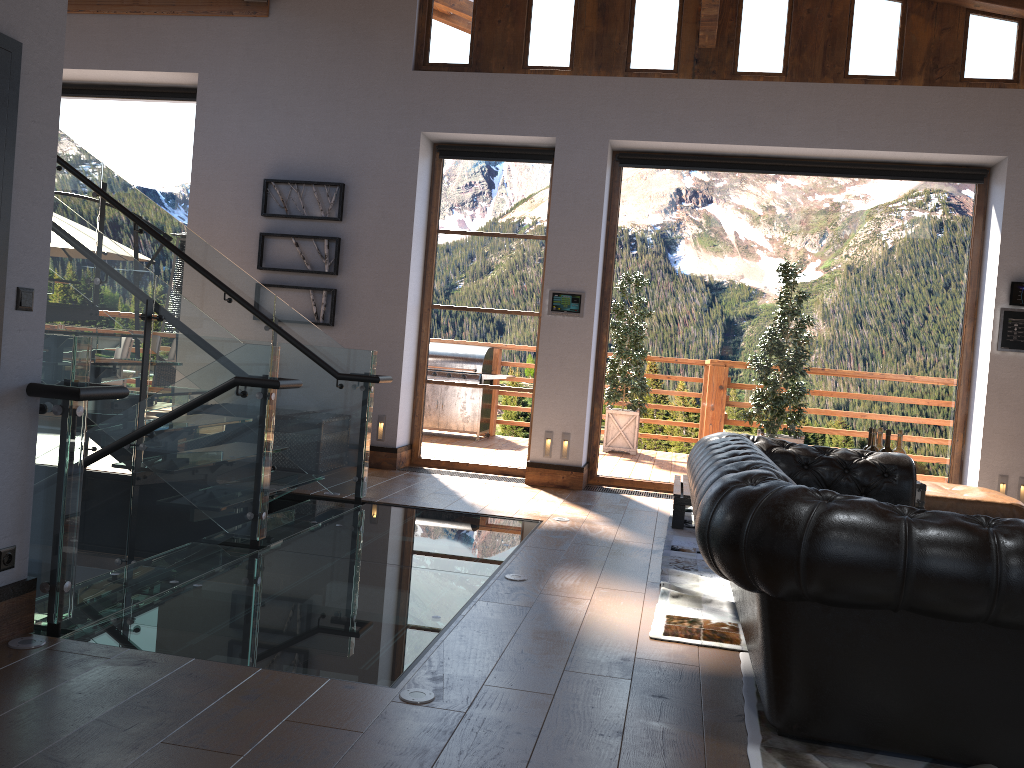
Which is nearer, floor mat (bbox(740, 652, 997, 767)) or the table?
floor mat (bbox(740, 652, 997, 767))

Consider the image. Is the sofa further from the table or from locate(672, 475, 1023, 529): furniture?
locate(672, 475, 1023, 529): furniture

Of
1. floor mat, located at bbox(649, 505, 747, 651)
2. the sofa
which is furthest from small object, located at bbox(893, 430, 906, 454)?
floor mat, located at bbox(649, 505, 747, 651)

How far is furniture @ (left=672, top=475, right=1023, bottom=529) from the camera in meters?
6.0

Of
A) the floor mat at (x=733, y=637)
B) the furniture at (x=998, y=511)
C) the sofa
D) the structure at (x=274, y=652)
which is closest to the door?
the structure at (x=274, y=652)

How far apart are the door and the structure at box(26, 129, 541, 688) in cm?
33

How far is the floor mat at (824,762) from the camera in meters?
2.7 m

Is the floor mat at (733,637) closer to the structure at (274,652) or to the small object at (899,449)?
the structure at (274,652)

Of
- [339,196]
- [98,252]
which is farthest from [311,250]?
[98,252]

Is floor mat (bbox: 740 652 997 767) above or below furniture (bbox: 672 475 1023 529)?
below
